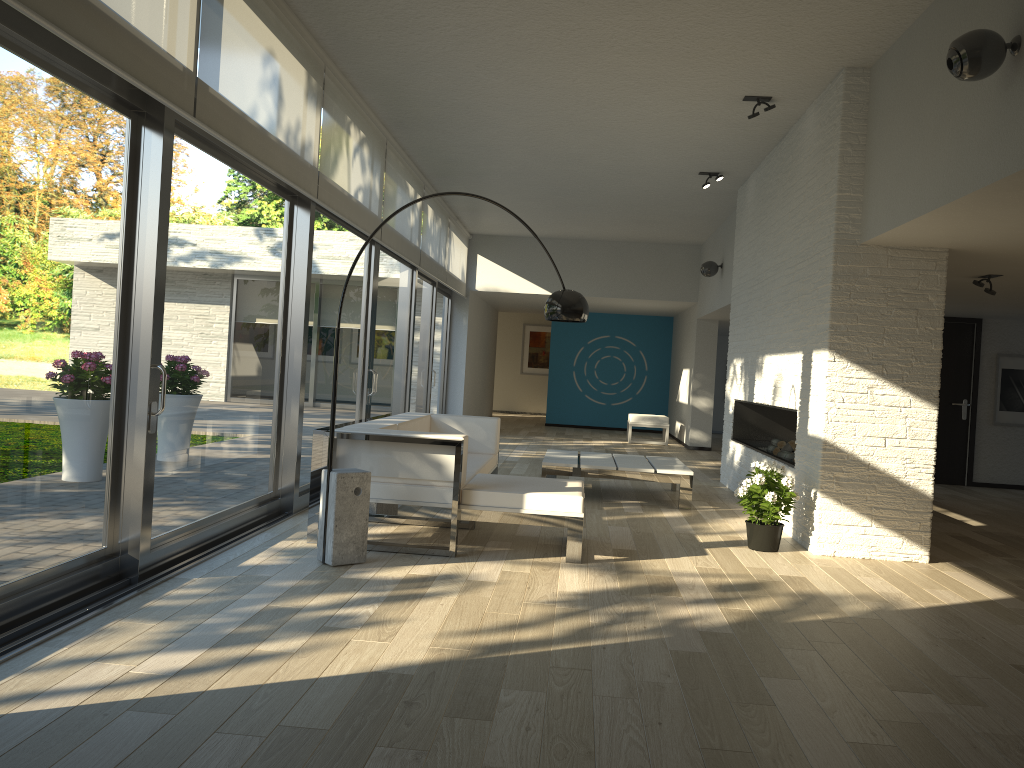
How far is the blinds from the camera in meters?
3.4

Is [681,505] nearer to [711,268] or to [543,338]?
[711,268]

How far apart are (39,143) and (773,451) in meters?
6.3

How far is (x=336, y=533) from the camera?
4.5m

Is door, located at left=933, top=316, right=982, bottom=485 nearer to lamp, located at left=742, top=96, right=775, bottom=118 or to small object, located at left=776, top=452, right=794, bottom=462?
small object, located at left=776, top=452, right=794, bottom=462

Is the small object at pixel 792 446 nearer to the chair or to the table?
the table

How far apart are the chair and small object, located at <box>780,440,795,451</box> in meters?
6.2 m

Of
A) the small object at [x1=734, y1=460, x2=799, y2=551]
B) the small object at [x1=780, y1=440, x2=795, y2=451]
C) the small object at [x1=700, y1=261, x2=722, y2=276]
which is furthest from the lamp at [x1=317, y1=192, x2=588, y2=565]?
the small object at [x1=700, y1=261, x2=722, y2=276]

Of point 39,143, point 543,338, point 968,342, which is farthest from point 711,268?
point 543,338

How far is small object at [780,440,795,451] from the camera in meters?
7.4 m
